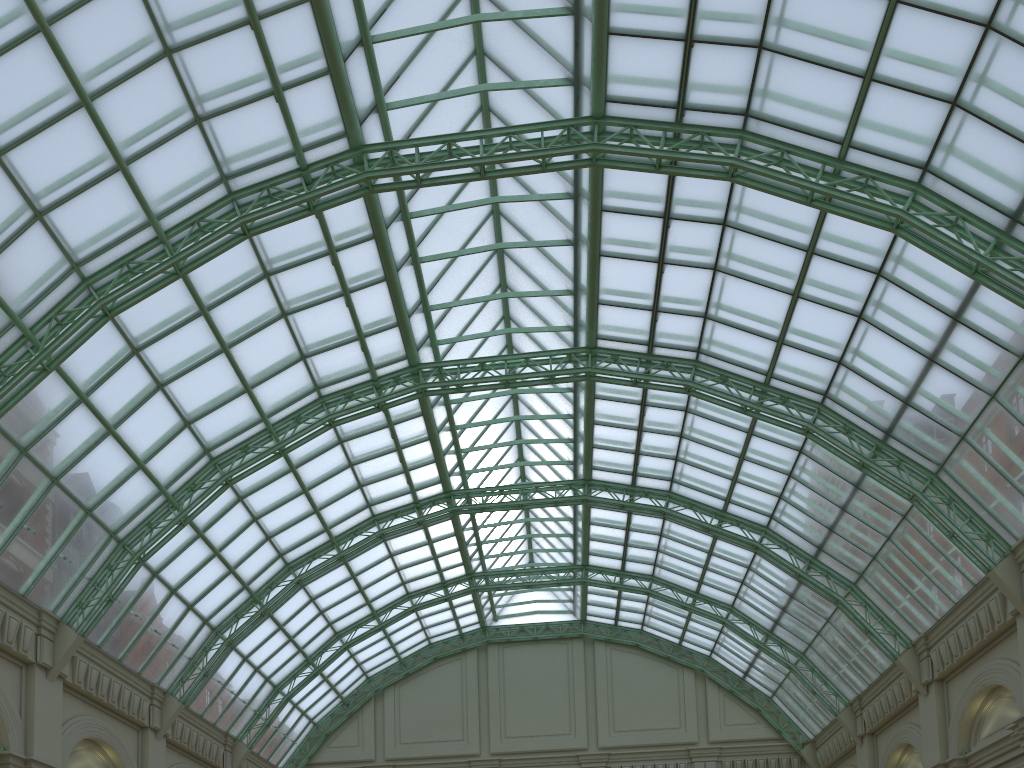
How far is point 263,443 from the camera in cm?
3600
